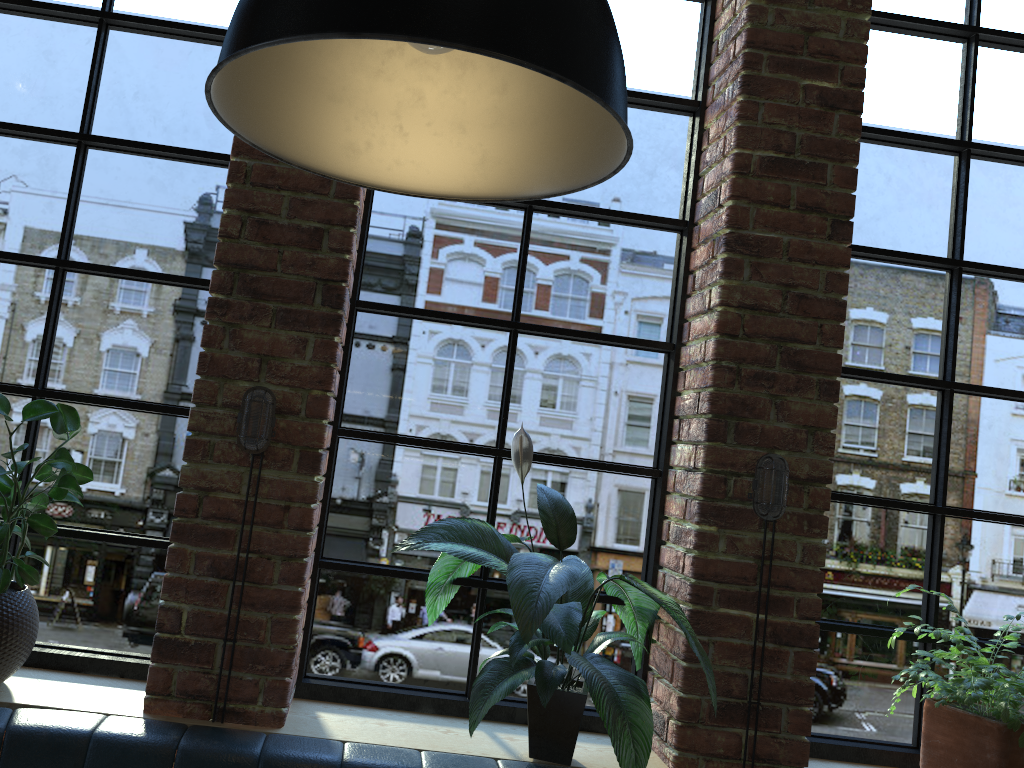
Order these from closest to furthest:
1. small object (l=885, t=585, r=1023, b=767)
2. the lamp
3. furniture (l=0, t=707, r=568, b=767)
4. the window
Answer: the lamp, furniture (l=0, t=707, r=568, b=767), small object (l=885, t=585, r=1023, b=767), the window

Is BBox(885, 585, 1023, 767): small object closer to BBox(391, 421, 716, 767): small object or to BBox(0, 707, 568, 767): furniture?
BBox(391, 421, 716, 767): small object

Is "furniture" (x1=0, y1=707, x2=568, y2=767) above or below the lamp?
below

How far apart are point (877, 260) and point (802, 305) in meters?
0.5

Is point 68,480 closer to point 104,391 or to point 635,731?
point 104,391

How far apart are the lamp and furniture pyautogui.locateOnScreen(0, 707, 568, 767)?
1.2 meters

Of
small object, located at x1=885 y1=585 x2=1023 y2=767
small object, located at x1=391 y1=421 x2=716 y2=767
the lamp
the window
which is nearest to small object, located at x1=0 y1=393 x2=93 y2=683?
the window

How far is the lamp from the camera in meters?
0.9 m

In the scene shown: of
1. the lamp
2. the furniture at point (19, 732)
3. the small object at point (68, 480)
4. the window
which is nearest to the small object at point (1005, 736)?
the window

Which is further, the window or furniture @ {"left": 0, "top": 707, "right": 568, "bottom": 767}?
the window
